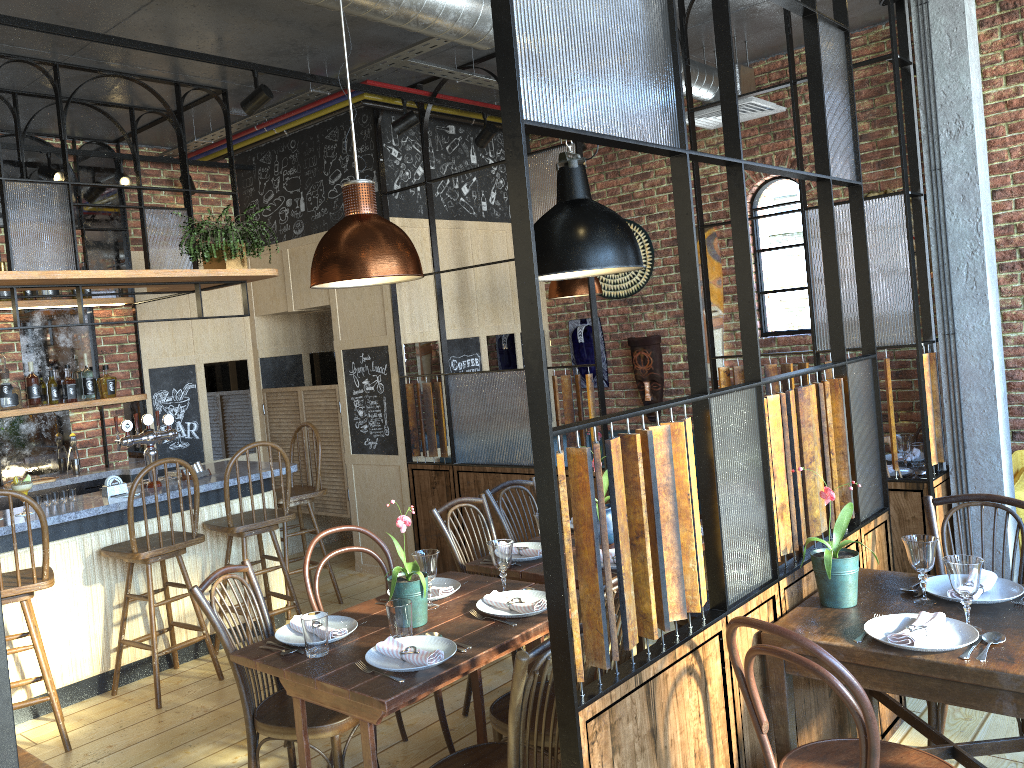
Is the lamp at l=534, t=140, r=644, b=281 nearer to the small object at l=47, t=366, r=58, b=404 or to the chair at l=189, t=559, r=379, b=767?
the chair at l=189, t=559, r=379, b=767

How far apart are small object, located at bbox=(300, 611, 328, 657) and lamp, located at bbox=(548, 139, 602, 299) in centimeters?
352cm

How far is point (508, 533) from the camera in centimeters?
425cm

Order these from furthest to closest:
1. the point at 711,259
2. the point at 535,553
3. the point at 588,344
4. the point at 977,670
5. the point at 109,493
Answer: the point at 588,344
the point at 711,259
the point at 109,493
the point at 535,553
the point at 977,670

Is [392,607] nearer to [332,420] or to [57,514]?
[57,514]

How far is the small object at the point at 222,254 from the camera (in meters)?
4.87

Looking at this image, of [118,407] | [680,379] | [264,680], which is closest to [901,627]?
[264,680]

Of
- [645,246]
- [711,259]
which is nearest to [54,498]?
[645,246]

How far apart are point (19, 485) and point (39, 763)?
2.5 meters

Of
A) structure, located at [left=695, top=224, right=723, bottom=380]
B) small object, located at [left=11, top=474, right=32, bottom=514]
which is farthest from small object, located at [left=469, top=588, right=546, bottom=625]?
structure, located at [left=695, top=224, right=723, bottom=380]
